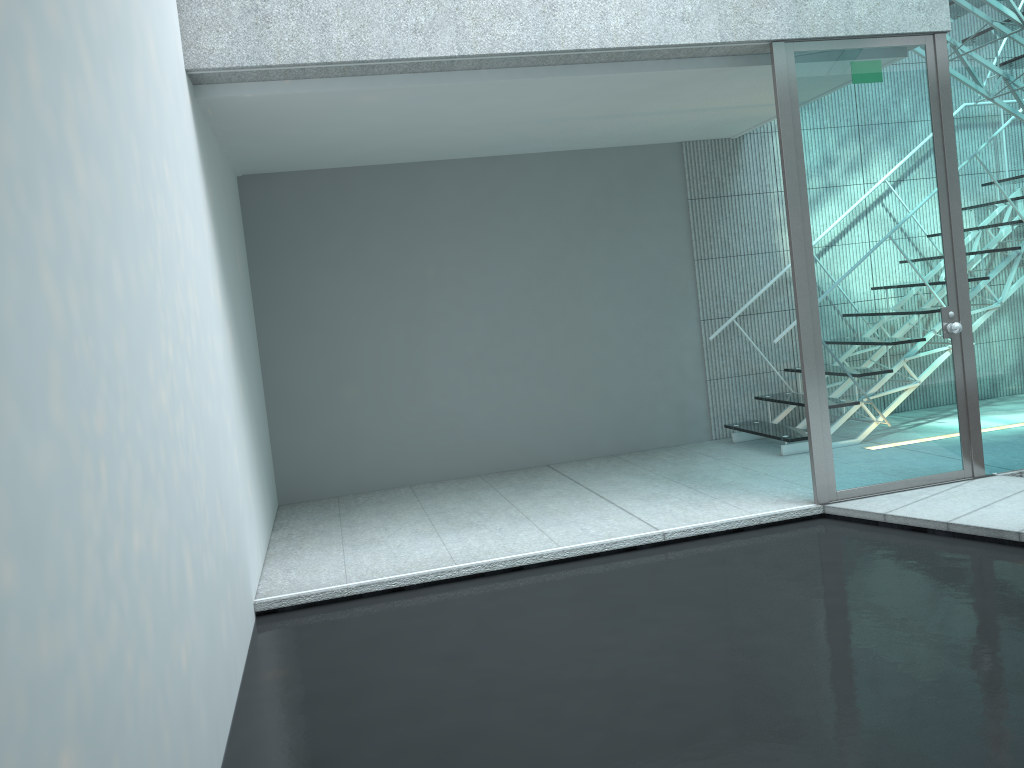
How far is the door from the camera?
3.9m

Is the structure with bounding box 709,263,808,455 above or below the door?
below

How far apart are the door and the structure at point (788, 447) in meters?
1.0 m

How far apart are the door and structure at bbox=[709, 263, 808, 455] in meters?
1.0 m

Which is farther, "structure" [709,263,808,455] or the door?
"structure" [709,263,808,455]

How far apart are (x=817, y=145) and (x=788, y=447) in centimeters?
193cm

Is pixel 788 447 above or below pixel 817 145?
below

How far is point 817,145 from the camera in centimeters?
388cm

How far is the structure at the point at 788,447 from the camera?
5.16m

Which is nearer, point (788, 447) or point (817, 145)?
point (817, 145)
